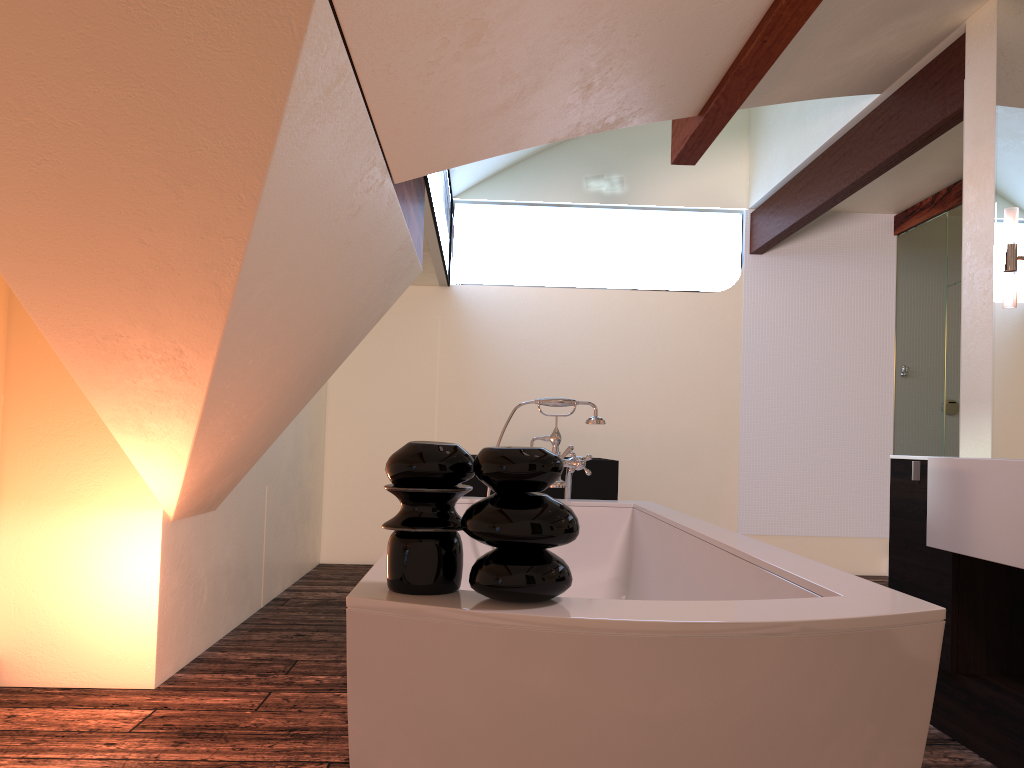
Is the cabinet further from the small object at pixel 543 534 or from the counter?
the small object at pixel 543 534

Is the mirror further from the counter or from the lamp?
the counter

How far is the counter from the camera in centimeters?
222cm

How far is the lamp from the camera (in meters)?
2.90

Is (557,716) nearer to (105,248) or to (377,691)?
(377,691)

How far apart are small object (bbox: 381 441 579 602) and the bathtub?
0.0m

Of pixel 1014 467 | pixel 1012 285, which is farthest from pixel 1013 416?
pixel 1014 467

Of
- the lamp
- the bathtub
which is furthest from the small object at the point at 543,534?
the lamp

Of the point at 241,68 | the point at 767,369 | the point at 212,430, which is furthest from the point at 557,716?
the point at 767,369

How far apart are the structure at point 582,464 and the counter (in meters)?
1.01
